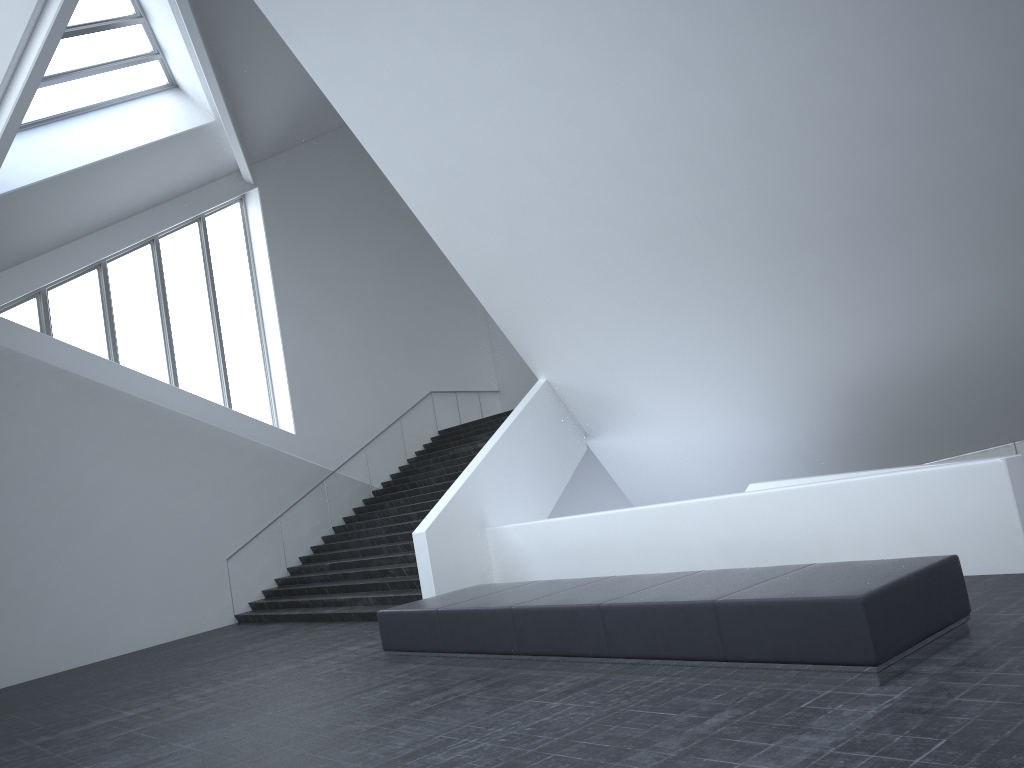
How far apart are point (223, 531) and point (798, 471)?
11.2 meters

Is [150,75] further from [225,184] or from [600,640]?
[600,640]

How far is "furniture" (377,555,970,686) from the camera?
5.7 meters

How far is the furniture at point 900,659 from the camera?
5.7 meters

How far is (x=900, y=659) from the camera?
5.7m
